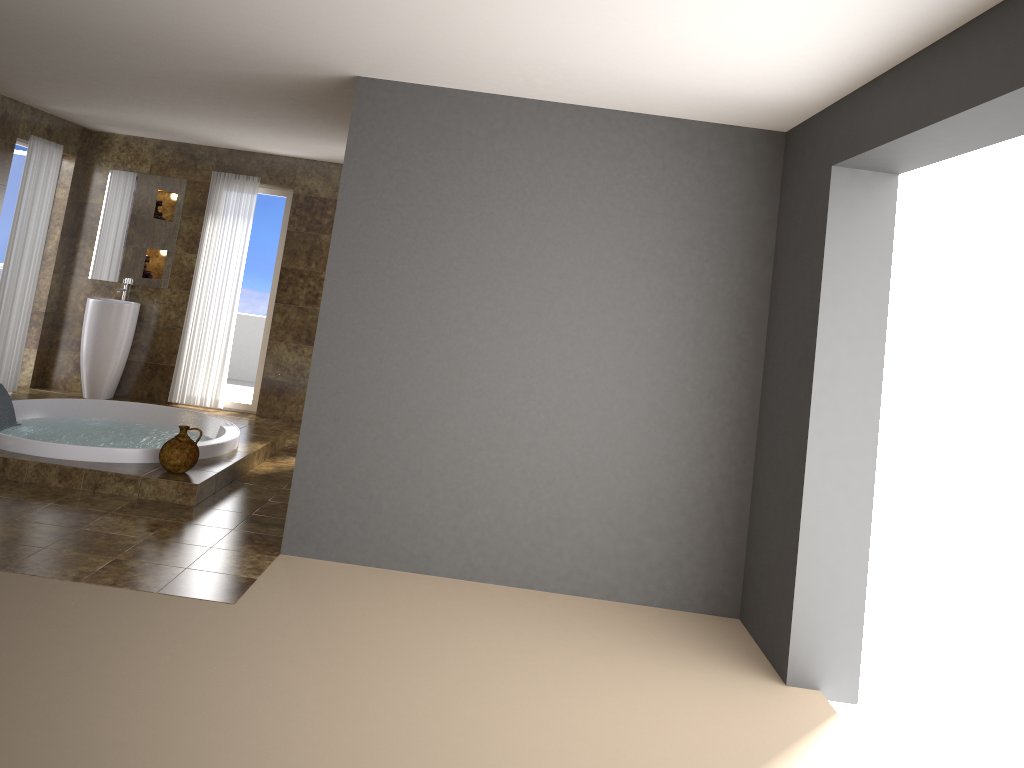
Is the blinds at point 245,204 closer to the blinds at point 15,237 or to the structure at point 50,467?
the blinds at point 15,237

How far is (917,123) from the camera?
3.0 meters

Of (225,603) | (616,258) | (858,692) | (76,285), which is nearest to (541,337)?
(616,258)

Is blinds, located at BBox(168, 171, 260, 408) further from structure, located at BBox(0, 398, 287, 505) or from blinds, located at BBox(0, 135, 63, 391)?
structure, located at BBox(0, 398, 287, 505)

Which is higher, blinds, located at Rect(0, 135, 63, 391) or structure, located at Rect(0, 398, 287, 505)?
blinds, located at Rect(0, 135, 63, 391)

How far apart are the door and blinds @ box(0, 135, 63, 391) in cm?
56

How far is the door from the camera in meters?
8.0

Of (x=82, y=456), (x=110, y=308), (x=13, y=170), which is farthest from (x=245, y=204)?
(x=82, y=456)

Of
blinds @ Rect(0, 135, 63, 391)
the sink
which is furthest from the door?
the sink

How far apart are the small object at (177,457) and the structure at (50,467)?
0.0 meters
